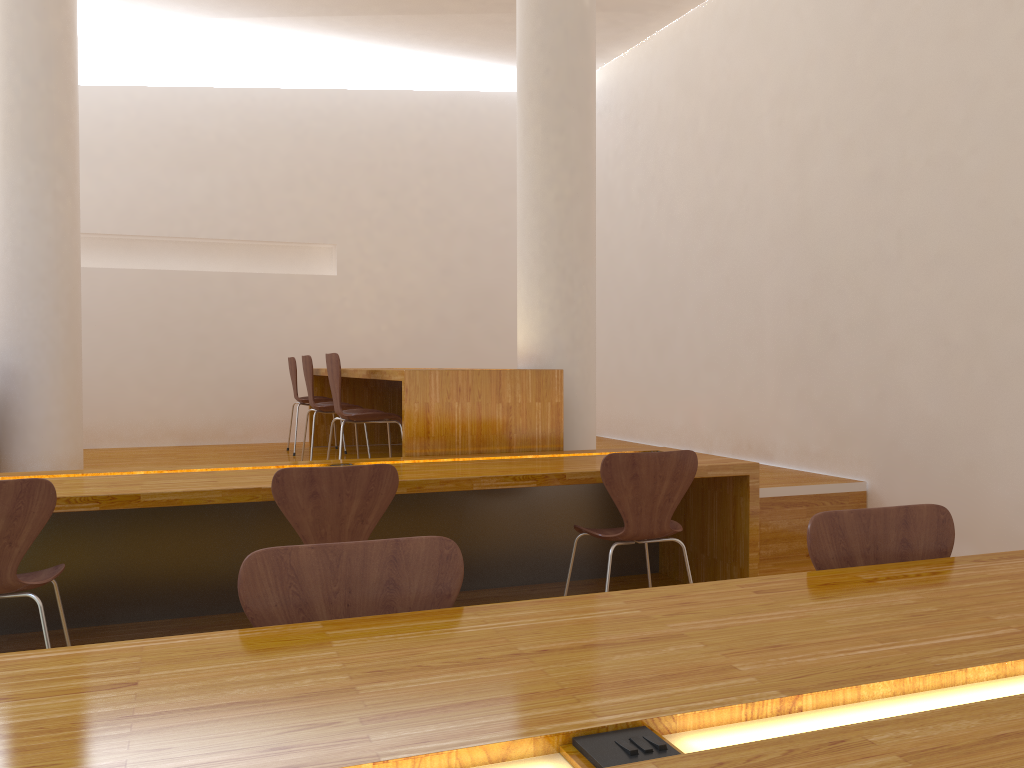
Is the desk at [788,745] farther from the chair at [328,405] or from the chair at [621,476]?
the chair at [328,405]

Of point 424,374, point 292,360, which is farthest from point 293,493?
point 292,360

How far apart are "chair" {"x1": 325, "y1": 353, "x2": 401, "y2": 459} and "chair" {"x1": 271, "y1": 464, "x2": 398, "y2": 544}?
1.5m

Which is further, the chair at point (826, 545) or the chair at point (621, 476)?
the chair at point (621, 476)

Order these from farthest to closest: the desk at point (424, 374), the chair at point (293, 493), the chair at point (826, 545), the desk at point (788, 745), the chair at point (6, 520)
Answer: the desk at point (424, 374) → the chair at point (293, 493) → the chair at point (6, 520) → the chair at point (826, 545) → the desk at point (788, 745)

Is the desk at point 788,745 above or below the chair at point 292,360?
below

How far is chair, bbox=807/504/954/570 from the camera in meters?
1.8

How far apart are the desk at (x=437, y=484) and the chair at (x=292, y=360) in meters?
2.6 m

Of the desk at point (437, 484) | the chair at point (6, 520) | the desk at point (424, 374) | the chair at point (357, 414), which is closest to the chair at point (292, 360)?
the desk at point (424, 374)

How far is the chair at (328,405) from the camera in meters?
5.2 m
